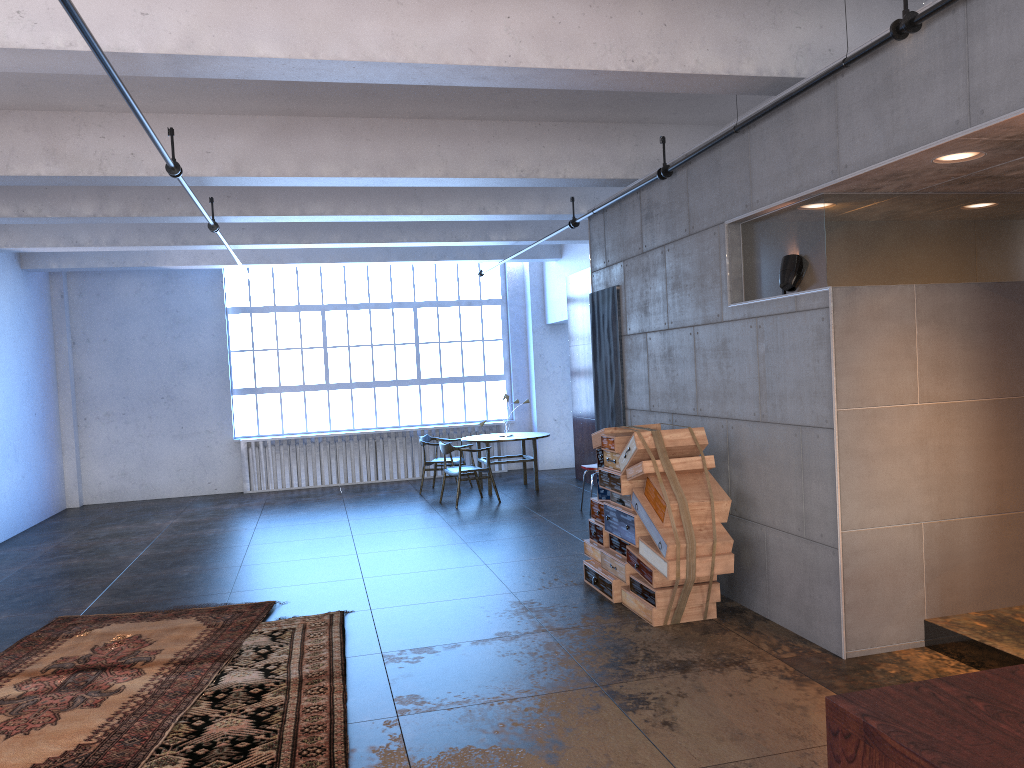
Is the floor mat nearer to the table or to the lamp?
the lamp

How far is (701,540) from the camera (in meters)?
5.69

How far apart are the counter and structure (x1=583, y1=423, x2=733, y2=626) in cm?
348

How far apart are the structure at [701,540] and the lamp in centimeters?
115cm

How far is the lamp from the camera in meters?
5.4

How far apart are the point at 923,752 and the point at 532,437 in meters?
10.8

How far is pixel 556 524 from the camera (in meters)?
9.89

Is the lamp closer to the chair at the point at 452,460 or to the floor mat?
the floor mat

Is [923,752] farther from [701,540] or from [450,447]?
[450,447]

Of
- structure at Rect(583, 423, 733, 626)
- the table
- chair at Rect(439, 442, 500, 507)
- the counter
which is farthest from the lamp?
the table
